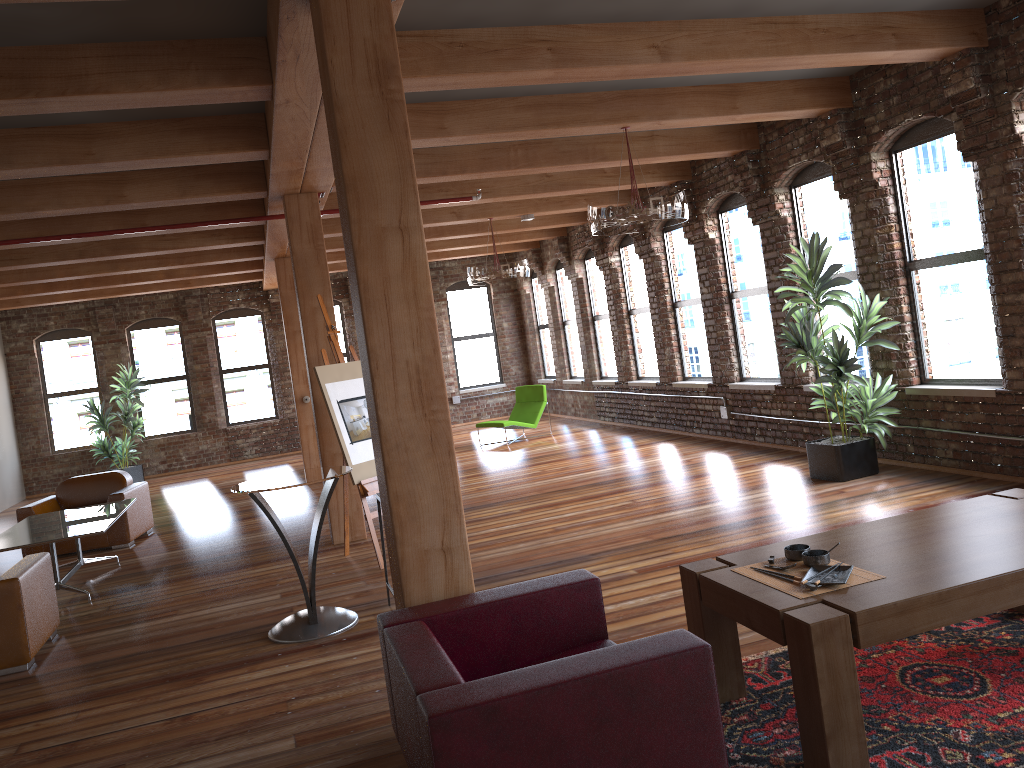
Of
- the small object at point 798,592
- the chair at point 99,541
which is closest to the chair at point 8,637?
the chair at point 99,541

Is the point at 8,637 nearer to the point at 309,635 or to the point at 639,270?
the point at 309,635

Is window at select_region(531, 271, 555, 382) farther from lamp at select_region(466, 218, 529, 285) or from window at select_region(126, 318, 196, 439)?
window at select_region(126, 318, 196, 439)

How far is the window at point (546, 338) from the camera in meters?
17.1

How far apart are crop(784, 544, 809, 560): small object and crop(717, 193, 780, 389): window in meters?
6.2 m

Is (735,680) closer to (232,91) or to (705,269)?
(232,91)

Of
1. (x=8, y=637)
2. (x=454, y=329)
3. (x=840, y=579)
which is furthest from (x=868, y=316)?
(x=454, y=329)

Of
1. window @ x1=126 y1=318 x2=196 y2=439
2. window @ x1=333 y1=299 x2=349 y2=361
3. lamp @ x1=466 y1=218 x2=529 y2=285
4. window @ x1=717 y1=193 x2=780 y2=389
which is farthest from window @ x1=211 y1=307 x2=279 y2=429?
window @ x1=717 y1=193 x2=780 y2=389

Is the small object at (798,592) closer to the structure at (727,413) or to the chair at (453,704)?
the chair at (453,704)

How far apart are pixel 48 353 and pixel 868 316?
13.9m
